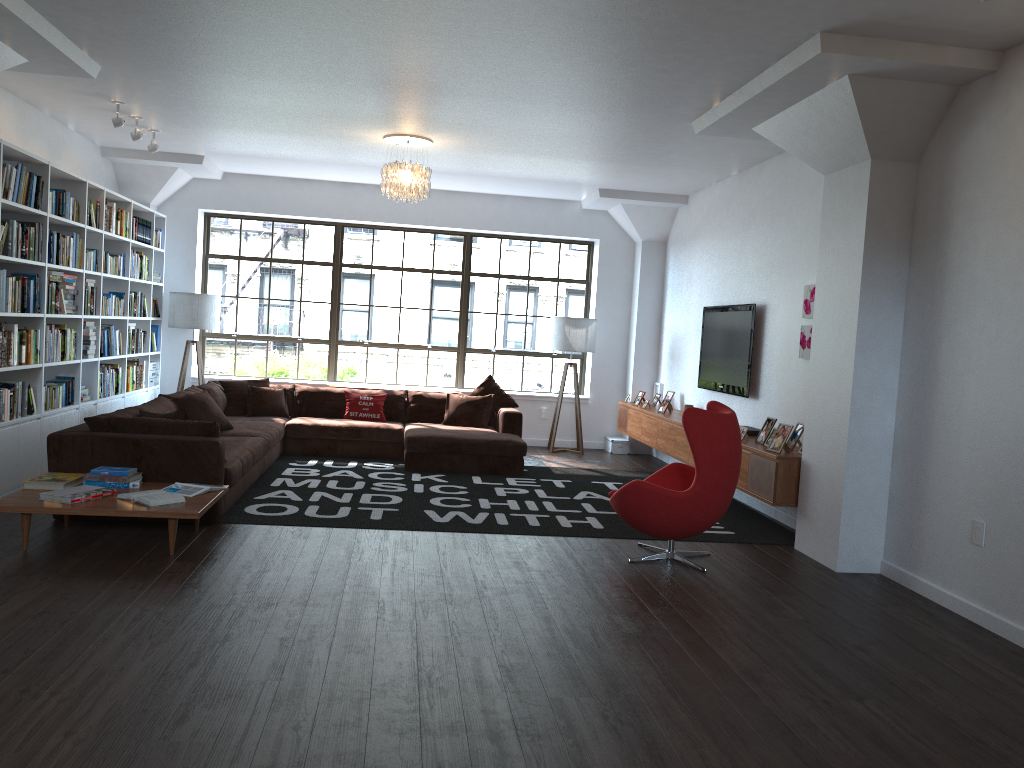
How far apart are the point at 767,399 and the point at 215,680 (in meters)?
5.33

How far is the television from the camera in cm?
776

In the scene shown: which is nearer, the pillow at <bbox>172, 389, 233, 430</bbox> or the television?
the pillow at <bbox>172, 389, 233, 430</bbox>

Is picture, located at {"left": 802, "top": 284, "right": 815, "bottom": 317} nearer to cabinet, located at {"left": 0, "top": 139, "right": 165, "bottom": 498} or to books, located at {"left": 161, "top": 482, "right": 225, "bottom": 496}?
books, located at {"left": 161, "top": 482, "right": 225, "bottom": 496}

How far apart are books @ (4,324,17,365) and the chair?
4.30m

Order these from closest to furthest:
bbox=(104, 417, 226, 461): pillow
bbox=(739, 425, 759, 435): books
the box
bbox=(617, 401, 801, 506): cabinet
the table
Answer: the table → bbox=(104, 417, 226, 461): pillow → bbox=(617, 401, 801, 506): cabinet → bbox=(739, 425, 759, 435): books → the box

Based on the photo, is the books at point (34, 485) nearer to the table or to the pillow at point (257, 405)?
the table

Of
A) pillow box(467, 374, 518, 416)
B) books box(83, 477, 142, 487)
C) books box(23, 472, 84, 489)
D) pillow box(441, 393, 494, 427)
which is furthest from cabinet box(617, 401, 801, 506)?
books box(23, 472, 84, 489)

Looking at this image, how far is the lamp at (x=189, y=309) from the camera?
9.70m

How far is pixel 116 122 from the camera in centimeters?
703cm
